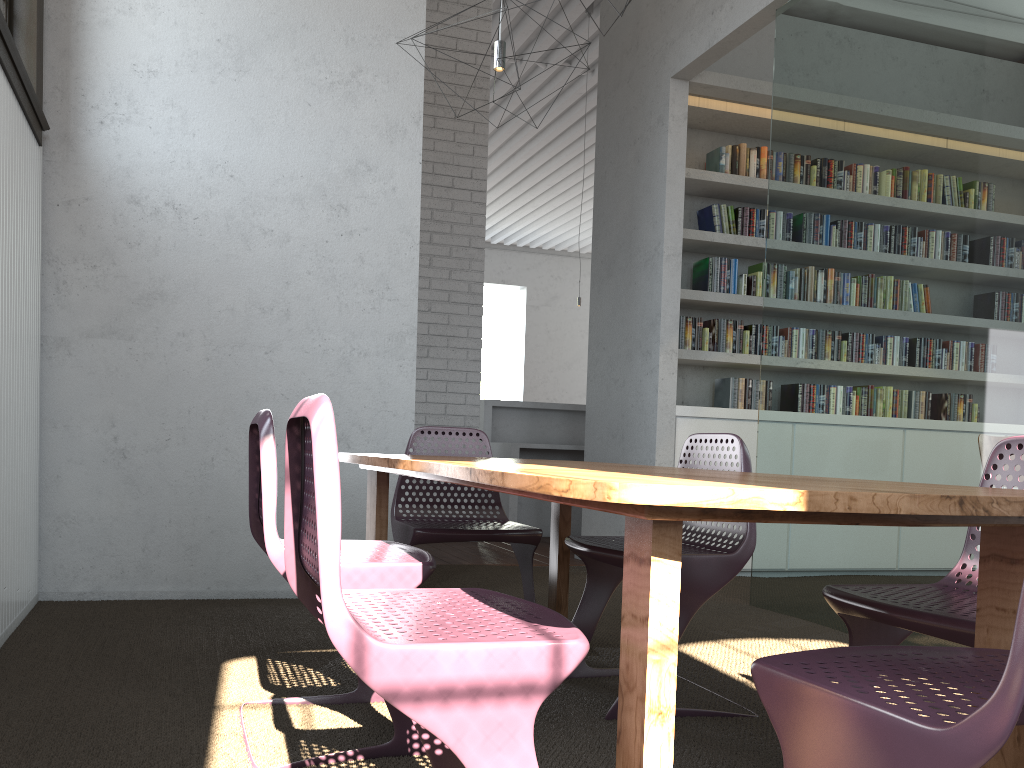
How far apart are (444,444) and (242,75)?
3.4 meters

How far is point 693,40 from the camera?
5.1m

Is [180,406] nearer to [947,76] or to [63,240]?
[63,240]
